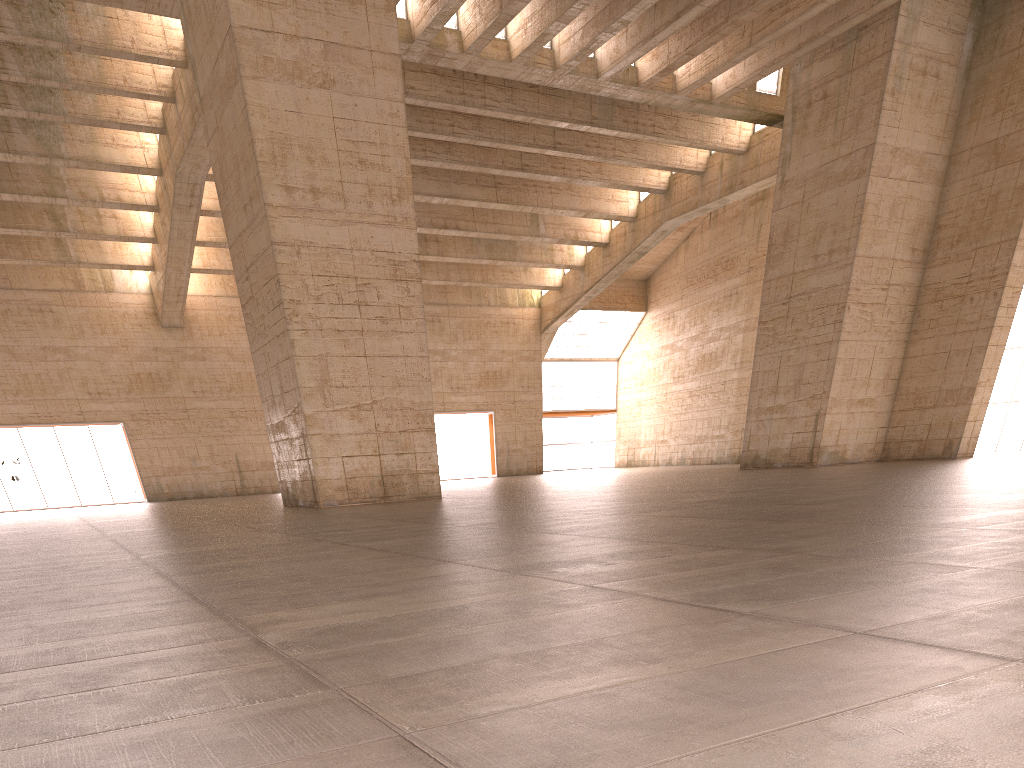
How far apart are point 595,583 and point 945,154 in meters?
28.5

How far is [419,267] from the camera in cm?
2068
